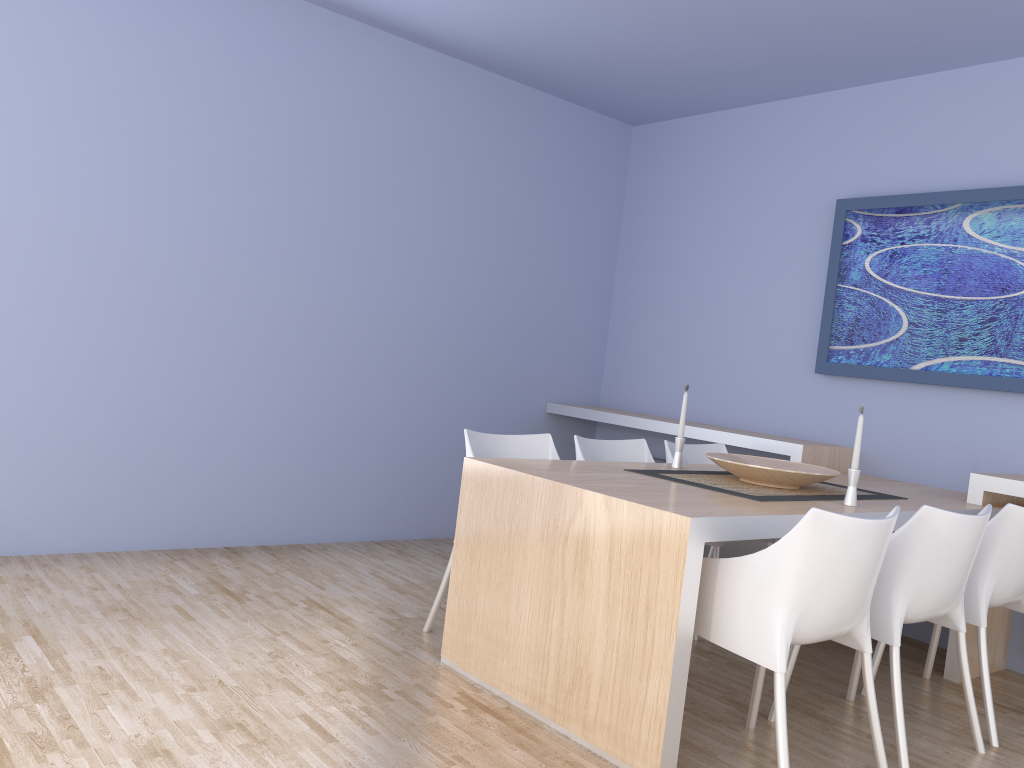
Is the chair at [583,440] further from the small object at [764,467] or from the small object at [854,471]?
the small object at [854,471]

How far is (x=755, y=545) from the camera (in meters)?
4.77

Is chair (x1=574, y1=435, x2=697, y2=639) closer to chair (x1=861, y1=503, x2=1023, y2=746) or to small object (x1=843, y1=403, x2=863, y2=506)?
small object (x1=843, y1=403, x2=863, y2=506)

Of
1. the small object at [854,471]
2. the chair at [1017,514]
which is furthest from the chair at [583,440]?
the chair at [1017,514]

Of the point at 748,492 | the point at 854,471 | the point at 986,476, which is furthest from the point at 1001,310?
the point at 748,492

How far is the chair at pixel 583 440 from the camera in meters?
3.8

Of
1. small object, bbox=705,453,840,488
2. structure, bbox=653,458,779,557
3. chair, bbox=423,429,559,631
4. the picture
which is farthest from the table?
structure, bbox=653,458,779,557

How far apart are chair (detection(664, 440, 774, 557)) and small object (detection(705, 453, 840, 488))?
0.5 meters

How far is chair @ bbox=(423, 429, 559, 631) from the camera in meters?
3.4 m

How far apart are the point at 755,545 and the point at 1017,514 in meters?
1.9 m
